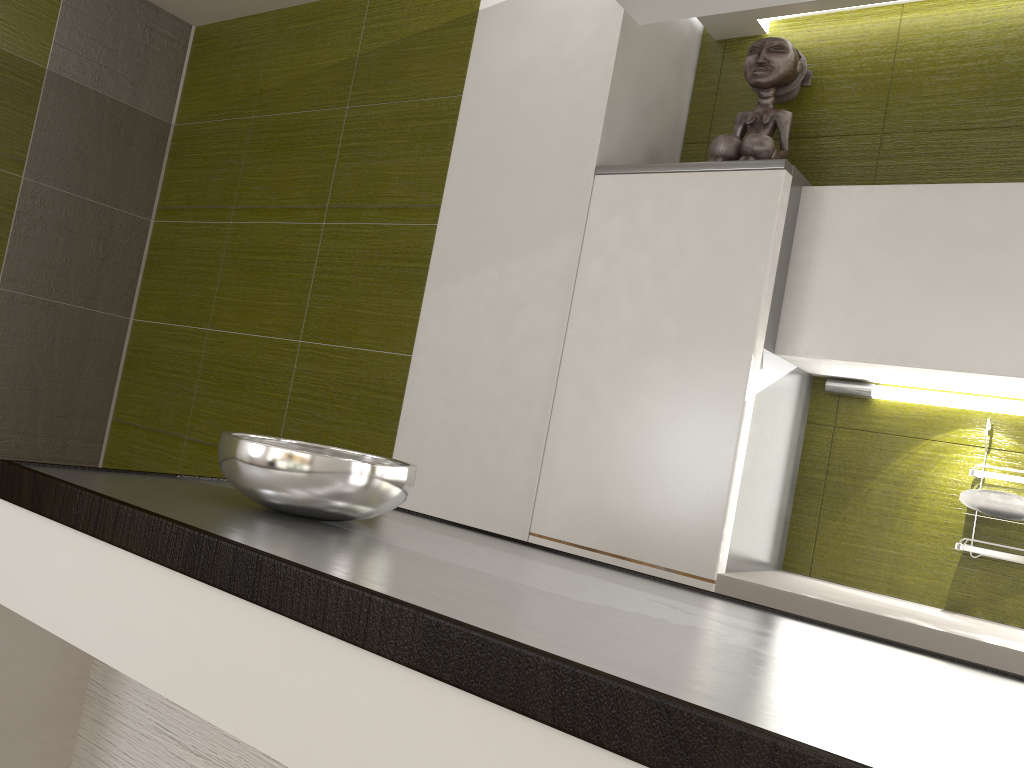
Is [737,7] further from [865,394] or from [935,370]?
[865,394]

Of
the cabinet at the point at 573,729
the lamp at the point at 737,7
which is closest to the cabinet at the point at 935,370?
the cabinet at the point at 573,729

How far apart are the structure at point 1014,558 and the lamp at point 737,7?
1.4m

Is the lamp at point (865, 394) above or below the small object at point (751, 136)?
below

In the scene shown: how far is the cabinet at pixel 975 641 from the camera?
1.7m

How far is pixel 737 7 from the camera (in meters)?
1.30

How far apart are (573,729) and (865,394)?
1.9 meters

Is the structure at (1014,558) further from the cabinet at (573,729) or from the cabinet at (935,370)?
the cabinet at (573,729)

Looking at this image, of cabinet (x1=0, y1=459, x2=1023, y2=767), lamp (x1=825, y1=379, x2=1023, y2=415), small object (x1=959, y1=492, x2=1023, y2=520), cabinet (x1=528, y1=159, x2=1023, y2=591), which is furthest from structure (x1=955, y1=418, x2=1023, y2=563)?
cabinet (x1=0, y1=459, x2=1023, y2=767)

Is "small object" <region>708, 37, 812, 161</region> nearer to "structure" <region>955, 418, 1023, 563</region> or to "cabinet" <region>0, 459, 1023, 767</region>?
"structure" <region>955, 418, 1023, 563</region>
